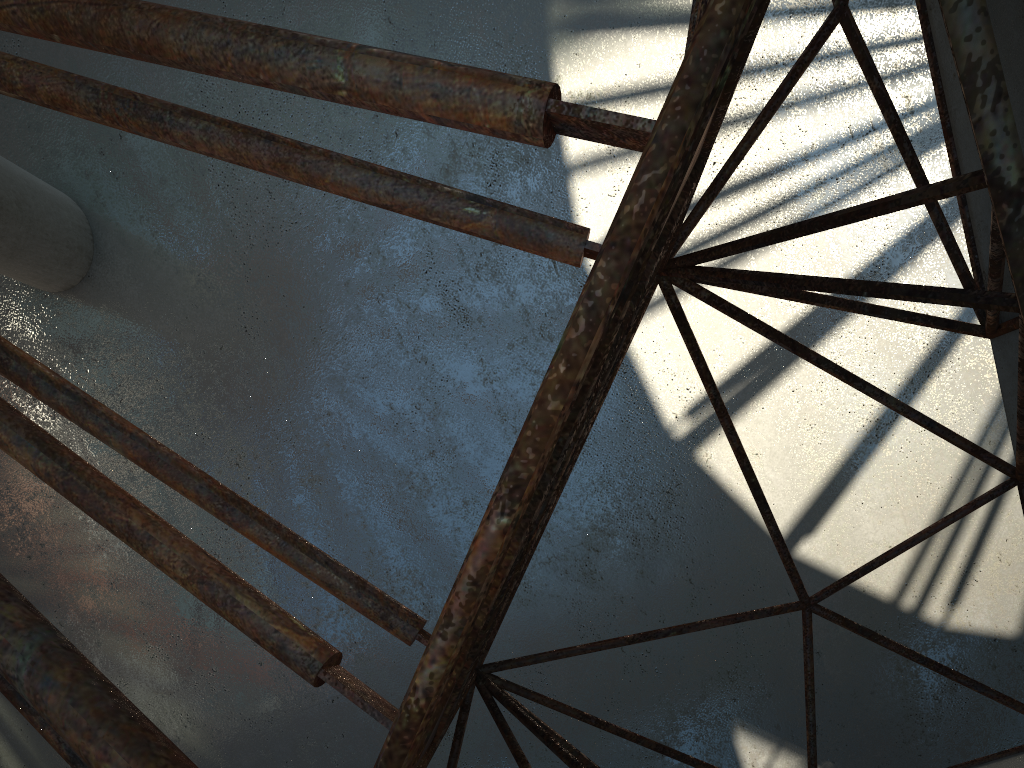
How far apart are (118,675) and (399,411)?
8.7m

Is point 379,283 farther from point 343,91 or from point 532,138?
point 532,138
